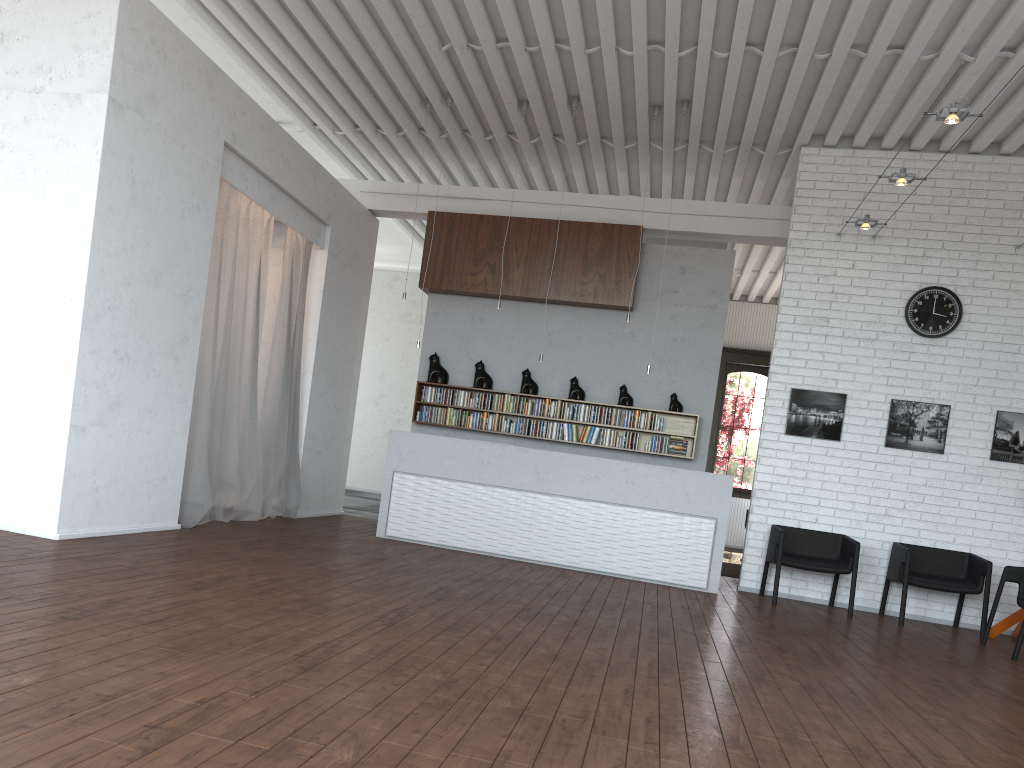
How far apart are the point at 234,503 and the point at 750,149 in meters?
6.5
